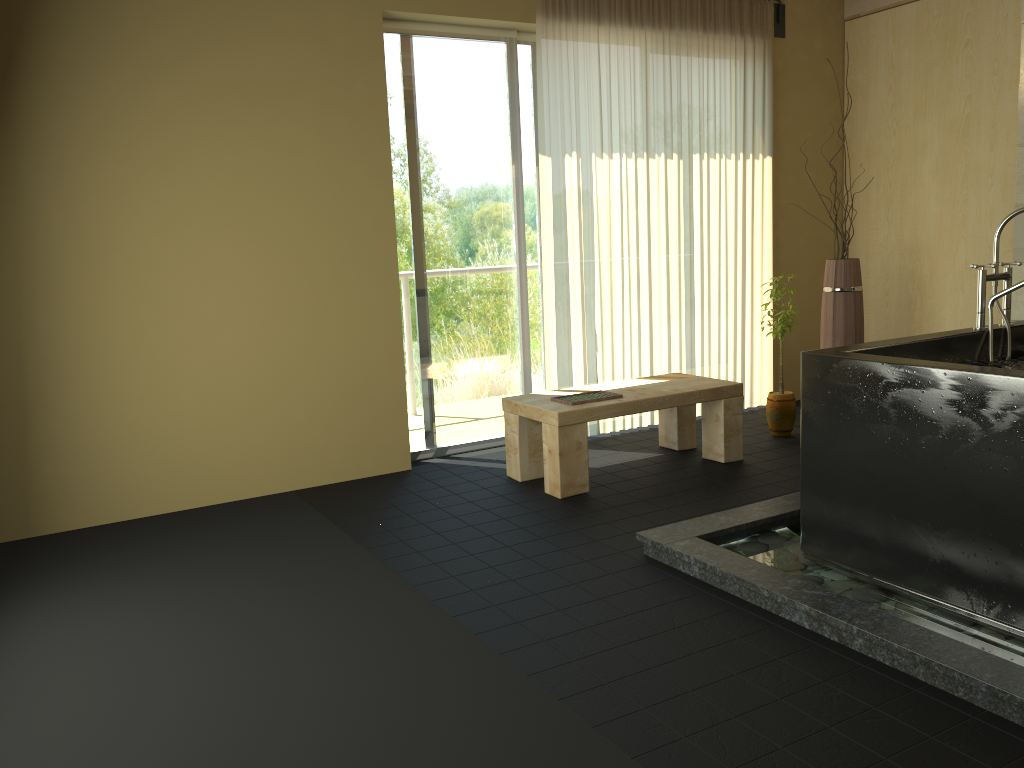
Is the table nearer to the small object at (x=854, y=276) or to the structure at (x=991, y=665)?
the structure at (x=991, y=665)

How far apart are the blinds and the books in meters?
0.7

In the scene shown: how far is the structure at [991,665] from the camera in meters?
2.2 m

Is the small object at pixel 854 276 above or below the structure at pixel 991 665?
above

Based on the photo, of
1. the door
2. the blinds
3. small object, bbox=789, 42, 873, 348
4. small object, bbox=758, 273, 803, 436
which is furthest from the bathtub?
the door

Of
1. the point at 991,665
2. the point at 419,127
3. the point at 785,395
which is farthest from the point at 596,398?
the point at 991,665

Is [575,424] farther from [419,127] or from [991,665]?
[991,665]

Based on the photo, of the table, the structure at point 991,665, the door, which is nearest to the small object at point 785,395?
the table

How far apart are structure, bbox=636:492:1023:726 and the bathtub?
0.0 meters

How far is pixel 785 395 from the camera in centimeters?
496cm
